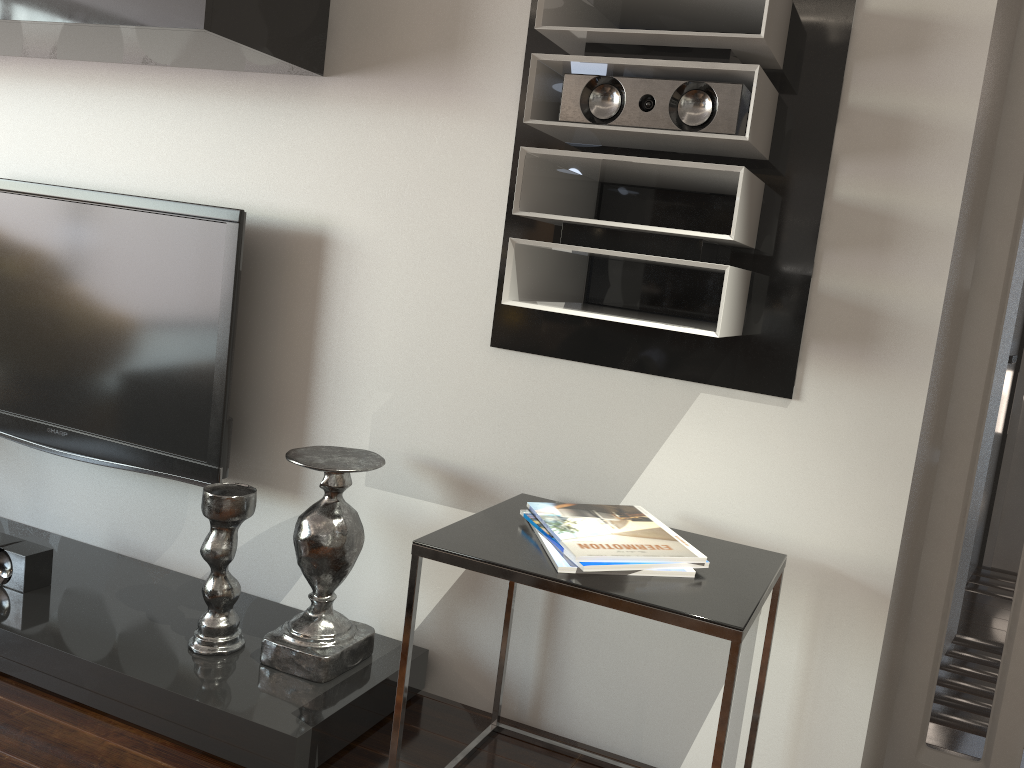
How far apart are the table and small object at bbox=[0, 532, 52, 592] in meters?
1.2

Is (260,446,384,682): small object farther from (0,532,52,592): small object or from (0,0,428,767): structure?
(0,532,52,592): small object

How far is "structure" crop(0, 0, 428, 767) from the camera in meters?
1.9 m

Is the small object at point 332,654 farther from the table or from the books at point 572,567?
the books at point 572,567

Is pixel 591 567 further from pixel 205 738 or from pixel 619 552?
pixel 205 738

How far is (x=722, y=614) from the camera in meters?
1.4

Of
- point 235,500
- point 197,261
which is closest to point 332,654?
point 235,500

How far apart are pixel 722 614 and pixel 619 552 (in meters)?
0.22

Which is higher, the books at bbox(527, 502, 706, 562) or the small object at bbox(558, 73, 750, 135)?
the small object at bbox(558, 73, 750, 135)

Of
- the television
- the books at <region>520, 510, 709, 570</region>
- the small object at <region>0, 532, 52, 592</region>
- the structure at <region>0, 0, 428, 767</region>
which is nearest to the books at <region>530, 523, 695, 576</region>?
the books at <region>520, 510, 709, 570</region>
